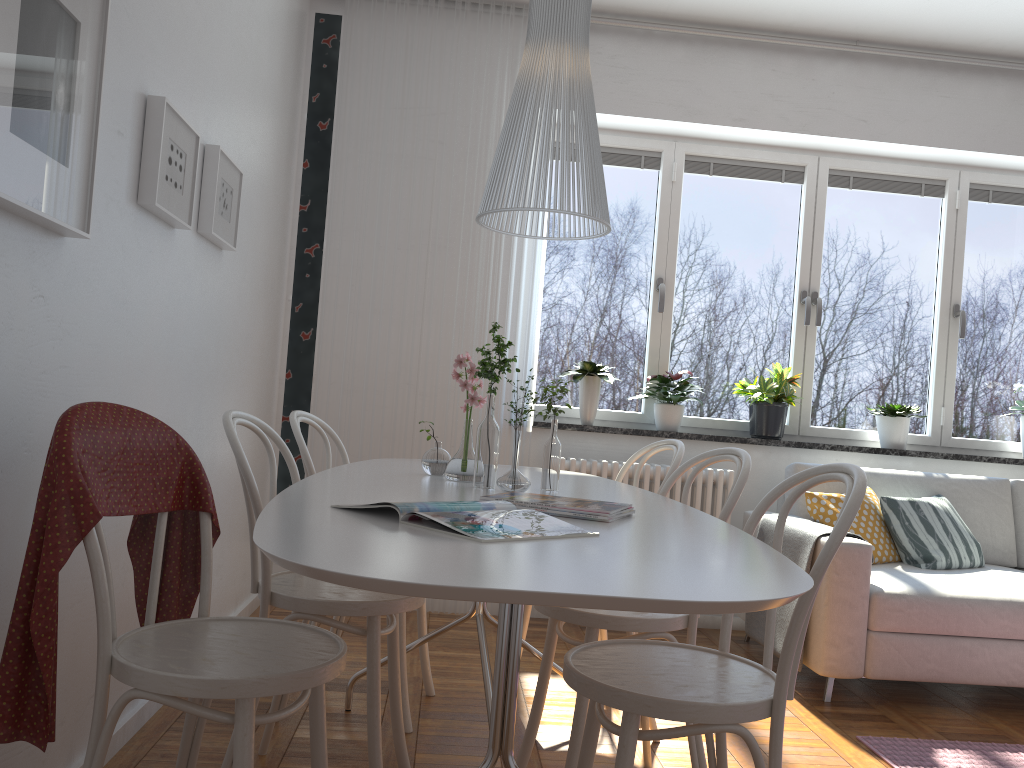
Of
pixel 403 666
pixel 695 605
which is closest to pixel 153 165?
pixel 403 666

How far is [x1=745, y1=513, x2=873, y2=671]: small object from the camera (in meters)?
3.34

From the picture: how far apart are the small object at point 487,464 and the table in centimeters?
2cm

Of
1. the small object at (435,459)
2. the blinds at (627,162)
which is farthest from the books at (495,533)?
the blinds at (627,162)

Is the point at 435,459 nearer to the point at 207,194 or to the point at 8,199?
the point at 207,194

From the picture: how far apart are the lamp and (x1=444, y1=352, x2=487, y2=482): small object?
0.5 meters

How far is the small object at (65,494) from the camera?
1.42m

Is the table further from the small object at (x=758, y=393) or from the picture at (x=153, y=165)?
the small object at (x=758, y=393)

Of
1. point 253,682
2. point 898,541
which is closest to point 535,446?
point 898,541

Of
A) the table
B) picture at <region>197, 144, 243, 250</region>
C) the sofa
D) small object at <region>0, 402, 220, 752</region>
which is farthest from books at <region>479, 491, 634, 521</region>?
the sofa
